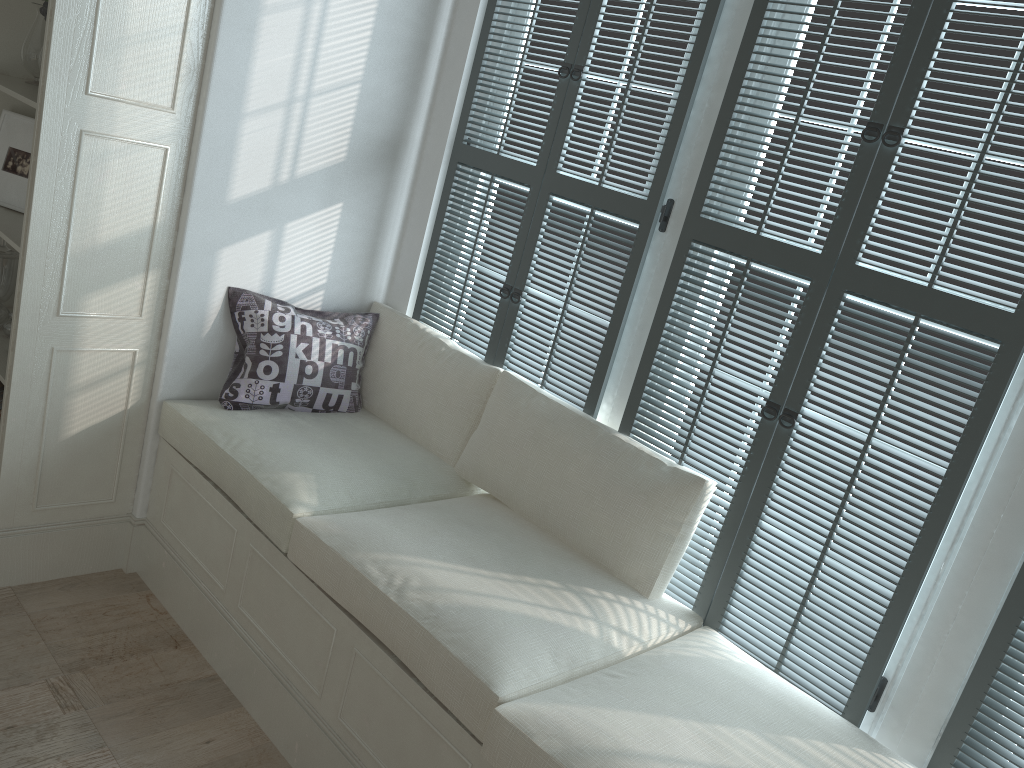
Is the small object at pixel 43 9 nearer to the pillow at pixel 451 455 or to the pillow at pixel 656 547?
the pillow at pixel 451 455

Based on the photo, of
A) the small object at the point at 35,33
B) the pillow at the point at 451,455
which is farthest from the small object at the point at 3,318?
the pillow at the point at 451,455

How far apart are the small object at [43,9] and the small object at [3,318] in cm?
97

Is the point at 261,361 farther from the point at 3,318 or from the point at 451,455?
the point at 3,318

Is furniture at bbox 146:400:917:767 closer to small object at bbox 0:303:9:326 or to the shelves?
the shelves

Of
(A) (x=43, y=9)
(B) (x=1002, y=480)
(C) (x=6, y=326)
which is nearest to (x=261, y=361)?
(C) (x=6, y=326)

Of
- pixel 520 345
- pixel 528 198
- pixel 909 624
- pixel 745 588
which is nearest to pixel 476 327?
pixel 520 345

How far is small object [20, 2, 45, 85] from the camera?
2.9m

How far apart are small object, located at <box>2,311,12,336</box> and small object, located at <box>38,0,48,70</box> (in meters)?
1.00

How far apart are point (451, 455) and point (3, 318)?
1.6 meters
